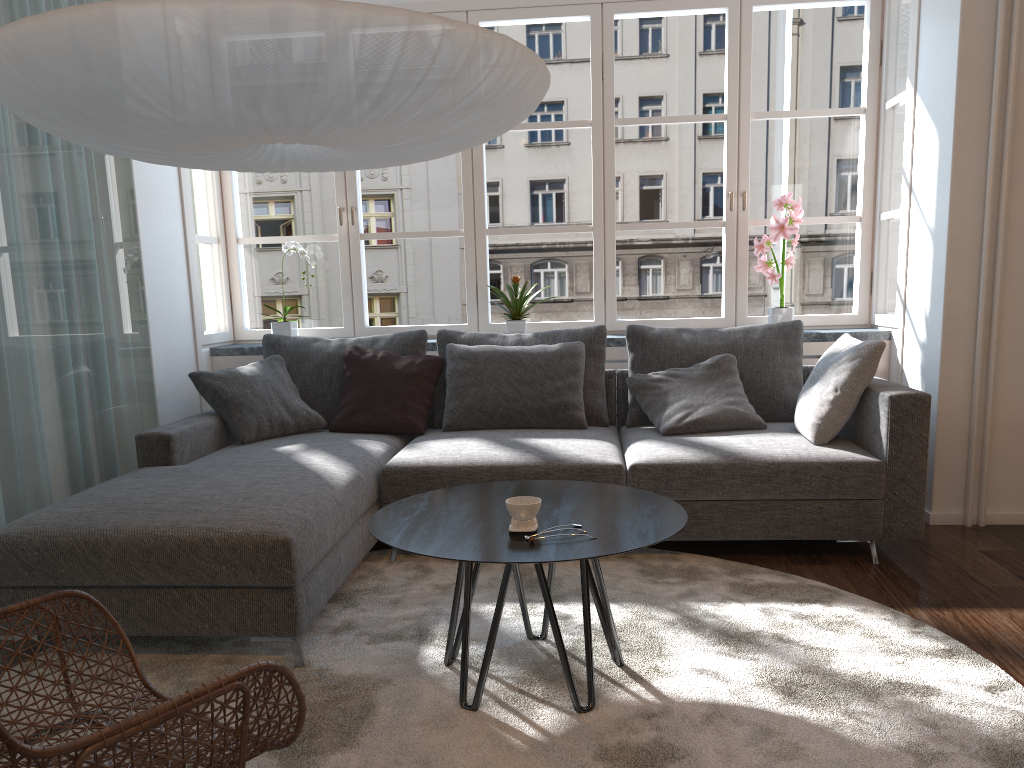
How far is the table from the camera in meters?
2.0 m

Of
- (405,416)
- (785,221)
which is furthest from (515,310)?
(785,221)

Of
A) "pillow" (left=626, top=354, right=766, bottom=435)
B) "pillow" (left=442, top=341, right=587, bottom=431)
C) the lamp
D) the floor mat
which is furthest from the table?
"pillow" (left=442, top=341, right=587, bottom=431)

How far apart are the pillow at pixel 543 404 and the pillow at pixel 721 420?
0.2m

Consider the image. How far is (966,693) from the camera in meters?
2.2 m

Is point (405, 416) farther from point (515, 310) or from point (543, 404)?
point (515, 310)

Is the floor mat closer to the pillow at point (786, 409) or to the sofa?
the sofa

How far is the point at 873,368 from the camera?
3.42m

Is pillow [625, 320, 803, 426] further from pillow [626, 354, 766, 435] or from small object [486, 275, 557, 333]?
small object [486, 275, 557, 333]

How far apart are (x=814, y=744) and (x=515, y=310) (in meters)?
2.91
